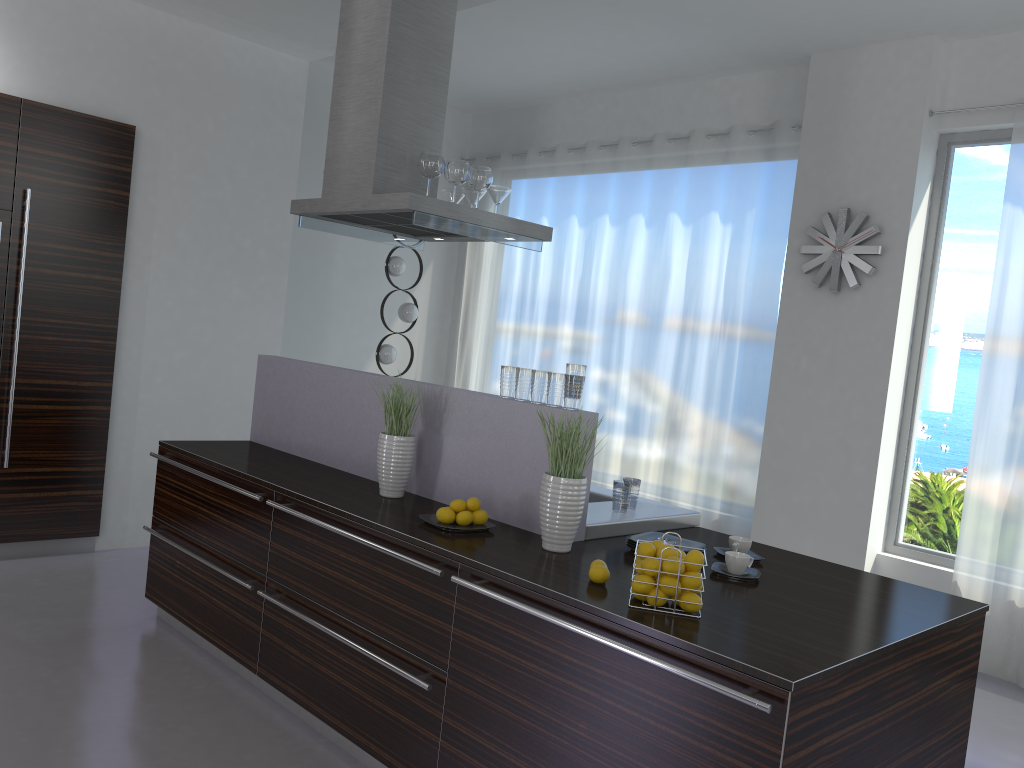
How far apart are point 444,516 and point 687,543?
0.83m

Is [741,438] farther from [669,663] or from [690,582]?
[669,663]

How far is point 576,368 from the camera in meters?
3.0 m

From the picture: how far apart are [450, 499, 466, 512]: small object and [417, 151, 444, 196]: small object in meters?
1.7 m

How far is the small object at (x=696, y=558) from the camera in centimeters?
235cm

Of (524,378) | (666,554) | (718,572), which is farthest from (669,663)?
(524,378)

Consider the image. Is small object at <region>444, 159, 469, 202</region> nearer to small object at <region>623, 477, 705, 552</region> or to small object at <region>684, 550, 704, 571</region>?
small object at <region>623, 477, 705, 552</region>

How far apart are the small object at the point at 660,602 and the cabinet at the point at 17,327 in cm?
393

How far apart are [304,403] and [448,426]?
1.1m

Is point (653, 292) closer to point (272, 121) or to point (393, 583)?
point (272, 121)
